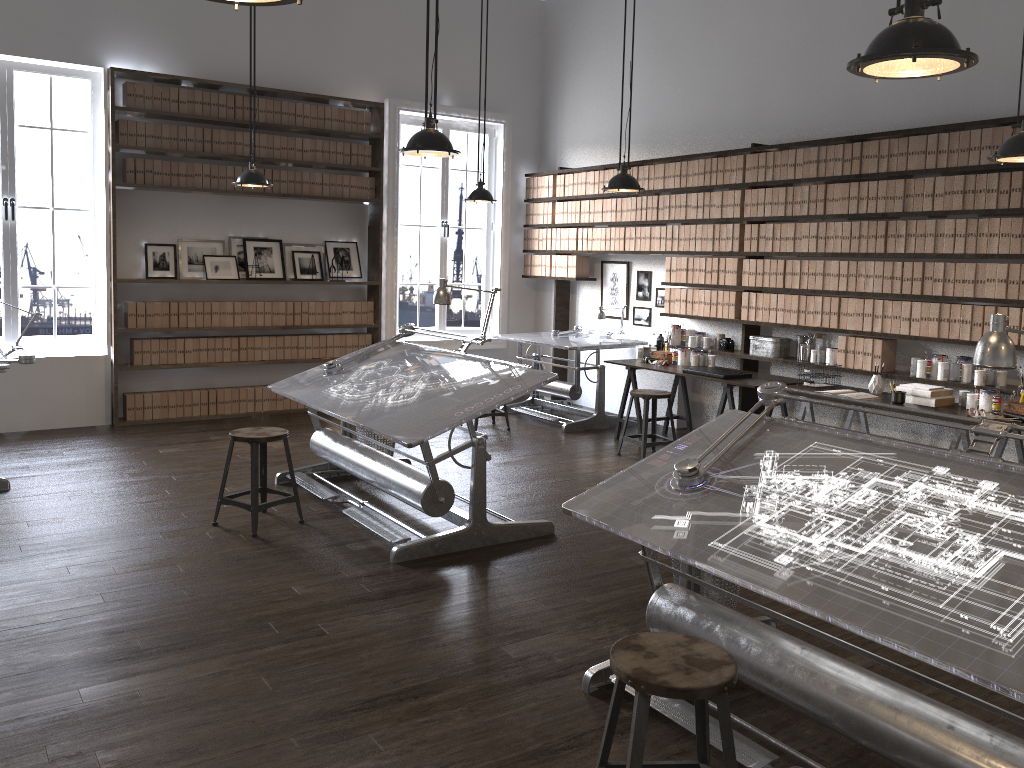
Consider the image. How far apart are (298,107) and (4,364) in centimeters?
386cm

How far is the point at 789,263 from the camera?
6.7 meters

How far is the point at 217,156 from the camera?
7.7m

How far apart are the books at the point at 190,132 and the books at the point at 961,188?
6.03m

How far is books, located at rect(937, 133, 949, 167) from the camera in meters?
5.6

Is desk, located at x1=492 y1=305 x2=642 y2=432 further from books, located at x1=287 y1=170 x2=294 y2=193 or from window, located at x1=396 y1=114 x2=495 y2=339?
books, located at x1=287 y1=170 x2=294 y2=193

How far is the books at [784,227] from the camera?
6.71m

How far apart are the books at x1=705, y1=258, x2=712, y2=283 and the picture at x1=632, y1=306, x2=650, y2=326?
1.1m

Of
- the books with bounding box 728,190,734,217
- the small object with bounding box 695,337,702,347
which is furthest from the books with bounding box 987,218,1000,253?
the small object with bounding box 695,337,702,347

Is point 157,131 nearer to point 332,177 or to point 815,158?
point 332,177
